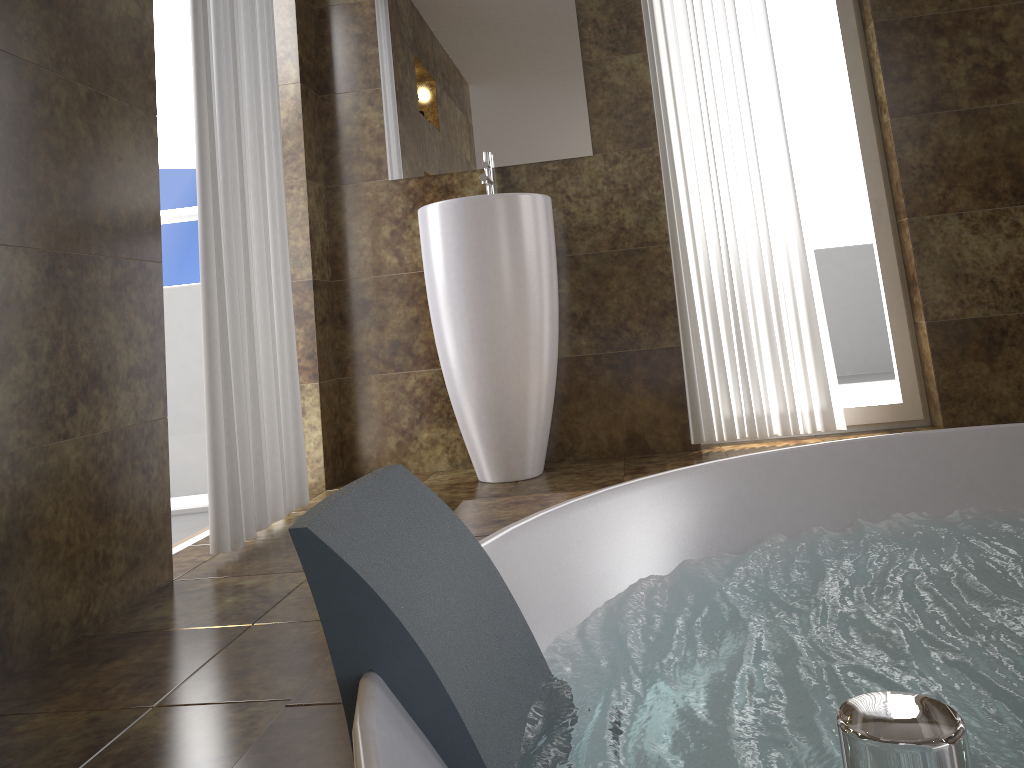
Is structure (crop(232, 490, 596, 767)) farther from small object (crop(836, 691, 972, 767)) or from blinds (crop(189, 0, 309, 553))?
small object (crop(836, 691, 972, 767))

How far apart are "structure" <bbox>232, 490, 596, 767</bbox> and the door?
1.5m

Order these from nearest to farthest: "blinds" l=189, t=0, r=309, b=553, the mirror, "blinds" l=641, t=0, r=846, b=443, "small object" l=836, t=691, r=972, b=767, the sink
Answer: "small object" l=836, t=691, r=972, b=767 < "blinds" l=189, t=0, r=309, b=553 < the sink < "blinds" l=641, t=0, r=846, b=443 < the mirror

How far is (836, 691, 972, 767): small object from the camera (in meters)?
0.13

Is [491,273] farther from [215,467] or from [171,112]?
[171,112]

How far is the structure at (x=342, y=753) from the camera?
0.9m

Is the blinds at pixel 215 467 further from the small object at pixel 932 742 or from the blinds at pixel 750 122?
the small object at pixel 932 742

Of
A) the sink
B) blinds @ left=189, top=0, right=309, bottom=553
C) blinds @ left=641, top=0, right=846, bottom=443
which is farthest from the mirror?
blinds @ left=189, top=0, right=309, bottom=553

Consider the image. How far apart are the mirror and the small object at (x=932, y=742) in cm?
305

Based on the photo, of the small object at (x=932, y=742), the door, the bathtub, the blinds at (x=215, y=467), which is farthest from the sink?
the small object at (x=932, y=742)
